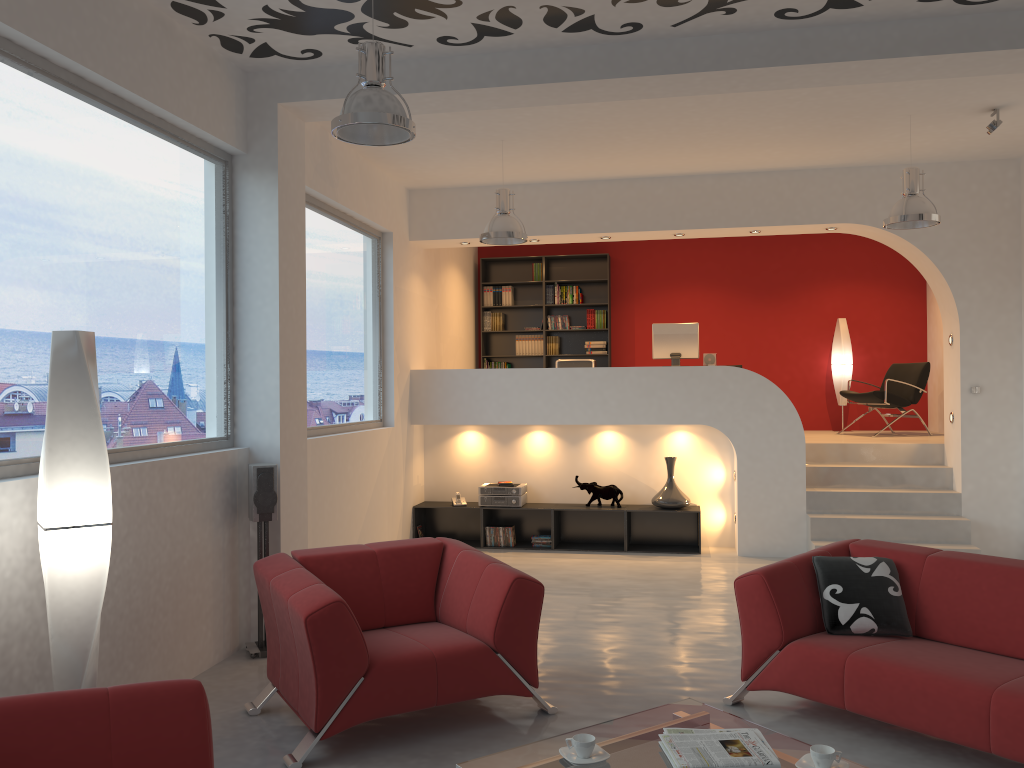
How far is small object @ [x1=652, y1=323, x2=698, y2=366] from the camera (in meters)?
8.77

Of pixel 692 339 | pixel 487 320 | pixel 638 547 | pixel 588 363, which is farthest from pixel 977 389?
pixel 487 320

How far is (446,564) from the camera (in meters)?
4.64

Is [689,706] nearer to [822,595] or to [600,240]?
[822,595]

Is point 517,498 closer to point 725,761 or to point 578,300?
point 578,300

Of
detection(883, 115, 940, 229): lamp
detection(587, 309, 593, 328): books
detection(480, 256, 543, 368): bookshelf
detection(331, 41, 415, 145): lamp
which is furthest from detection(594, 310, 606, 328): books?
detection(331, 41, 415, 145): lamp

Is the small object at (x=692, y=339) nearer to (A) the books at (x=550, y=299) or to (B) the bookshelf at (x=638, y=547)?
(B) the bookshelf at (x=638, y=547)

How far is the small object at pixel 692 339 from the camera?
8.8m

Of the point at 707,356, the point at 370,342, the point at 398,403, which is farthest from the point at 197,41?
the point at 707,356

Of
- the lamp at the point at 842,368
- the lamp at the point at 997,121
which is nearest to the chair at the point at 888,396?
the lamp at the point at 842,368
